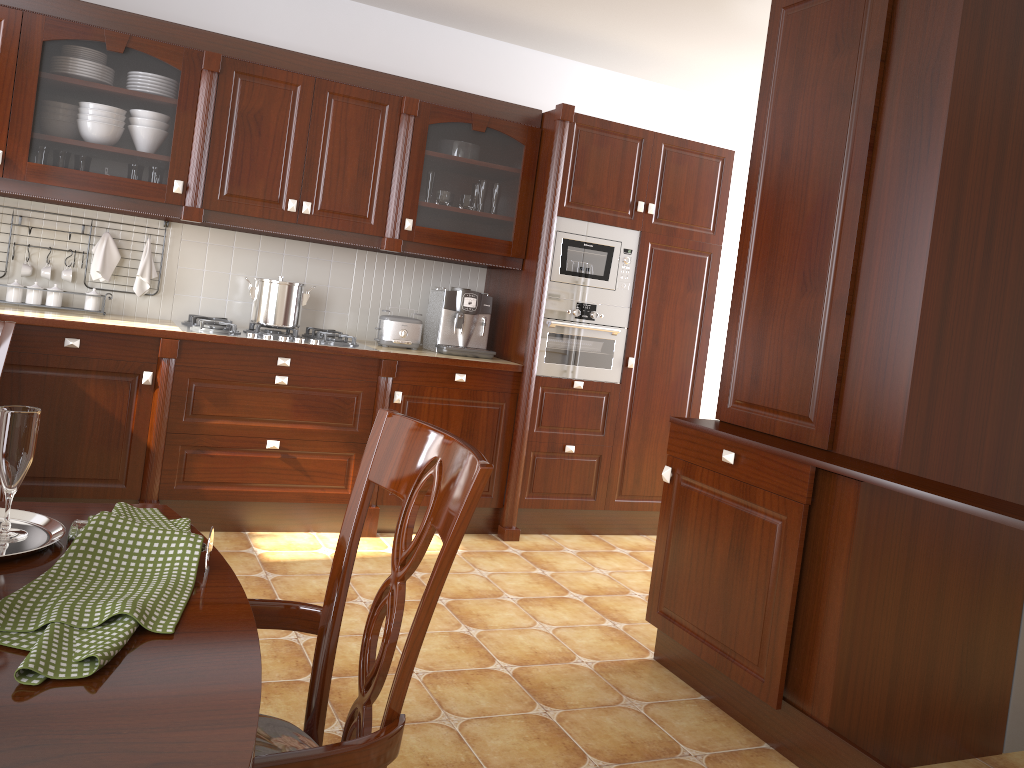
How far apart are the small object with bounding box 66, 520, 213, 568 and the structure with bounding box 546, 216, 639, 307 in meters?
3.3

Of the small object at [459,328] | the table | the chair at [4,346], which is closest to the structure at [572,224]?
the small object at [459,328]

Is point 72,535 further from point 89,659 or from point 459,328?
point 459,328

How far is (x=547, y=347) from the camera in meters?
4.2

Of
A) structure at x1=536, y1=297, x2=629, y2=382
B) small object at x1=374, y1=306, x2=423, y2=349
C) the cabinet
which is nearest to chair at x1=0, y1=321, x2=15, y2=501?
A: the cabinet

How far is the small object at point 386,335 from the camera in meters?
4.1 m

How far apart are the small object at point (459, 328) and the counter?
0.0m

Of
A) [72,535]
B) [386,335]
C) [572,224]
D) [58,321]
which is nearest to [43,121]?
[58,321]

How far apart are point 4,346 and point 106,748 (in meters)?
1.23

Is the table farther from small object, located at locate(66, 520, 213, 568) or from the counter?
the counter
